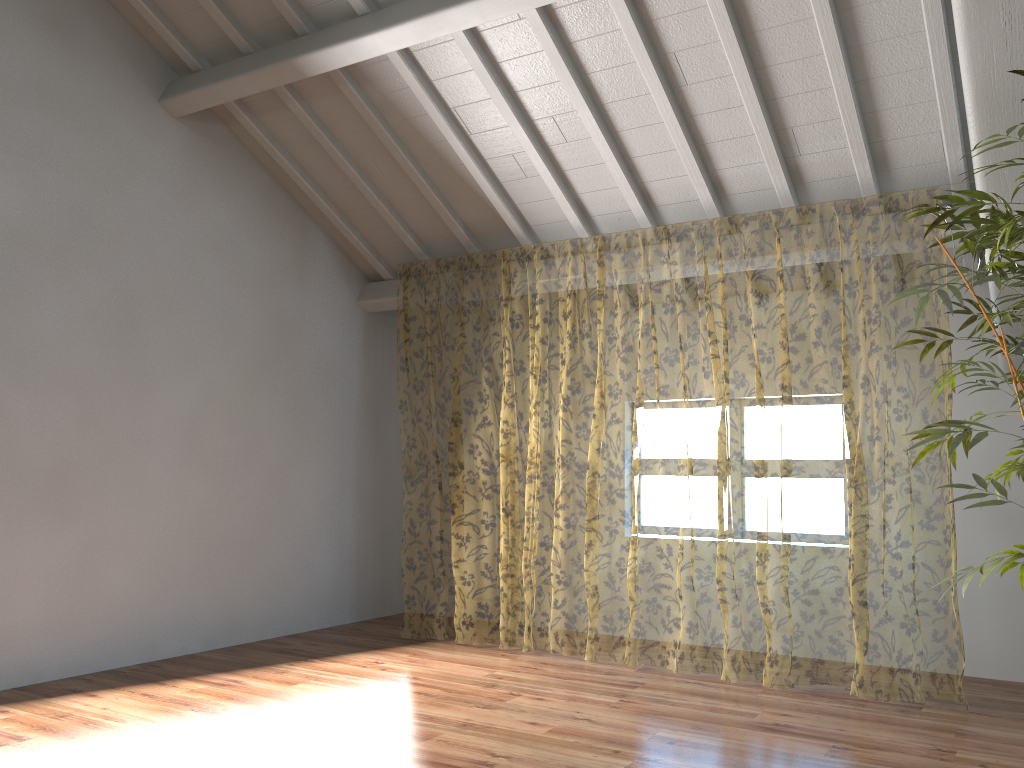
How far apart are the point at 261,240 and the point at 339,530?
2.12m

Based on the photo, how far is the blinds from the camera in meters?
10.9 m

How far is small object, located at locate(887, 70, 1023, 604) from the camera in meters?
3.1

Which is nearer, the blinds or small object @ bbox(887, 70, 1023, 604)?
small object @ bbox(887, 70, 1023, 604)

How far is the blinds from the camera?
10.9 meters

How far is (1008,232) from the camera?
3.06m

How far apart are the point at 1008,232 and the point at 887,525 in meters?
8.6

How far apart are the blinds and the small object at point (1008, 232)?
0.87m

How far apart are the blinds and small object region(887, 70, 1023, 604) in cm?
87
